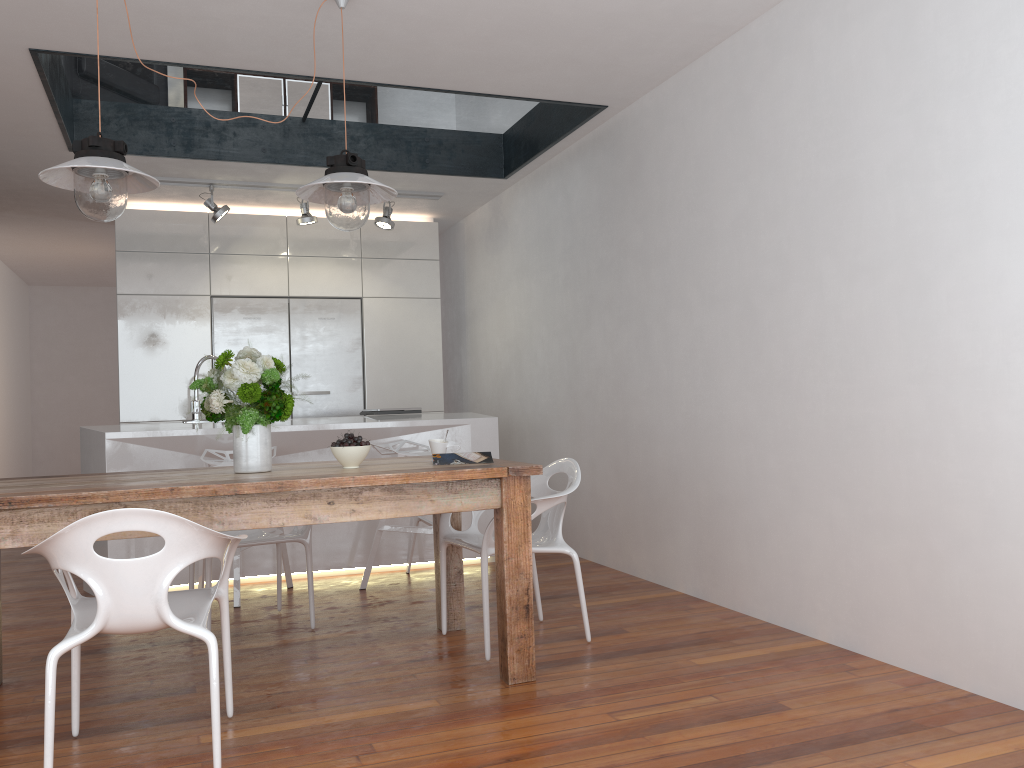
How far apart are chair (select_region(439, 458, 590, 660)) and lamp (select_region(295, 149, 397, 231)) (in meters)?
1.21

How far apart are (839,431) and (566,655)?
1.3m

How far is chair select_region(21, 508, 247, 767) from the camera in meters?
2.2 m

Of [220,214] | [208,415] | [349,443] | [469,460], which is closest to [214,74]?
[220,214]

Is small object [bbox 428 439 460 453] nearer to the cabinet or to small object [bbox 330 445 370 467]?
small object [bbox 330 445 370 467]

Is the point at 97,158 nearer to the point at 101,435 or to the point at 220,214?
the point at 101,435

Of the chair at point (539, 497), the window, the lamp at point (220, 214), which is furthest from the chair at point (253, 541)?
the lamp at point (220, 214)

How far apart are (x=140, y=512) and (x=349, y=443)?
1.0m

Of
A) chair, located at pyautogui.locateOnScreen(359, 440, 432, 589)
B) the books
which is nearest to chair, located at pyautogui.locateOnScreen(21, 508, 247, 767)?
the books

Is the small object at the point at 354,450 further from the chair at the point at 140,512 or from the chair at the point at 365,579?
the chair at the point at 365,579
